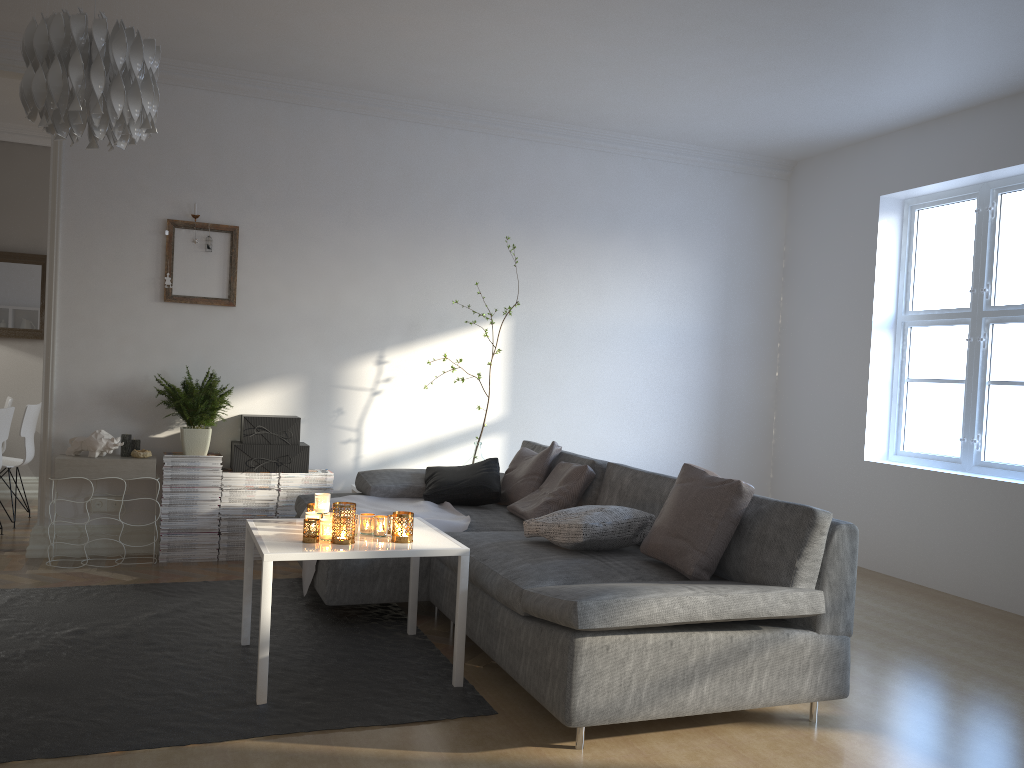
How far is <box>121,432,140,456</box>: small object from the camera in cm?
483

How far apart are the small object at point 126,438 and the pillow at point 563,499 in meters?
2.1 m

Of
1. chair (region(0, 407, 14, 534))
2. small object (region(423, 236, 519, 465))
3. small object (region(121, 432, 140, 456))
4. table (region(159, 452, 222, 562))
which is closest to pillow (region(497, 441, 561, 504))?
small object (region(423, 236, 519, 465))

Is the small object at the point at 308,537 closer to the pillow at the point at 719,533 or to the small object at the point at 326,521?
the small object at the point at 326,521

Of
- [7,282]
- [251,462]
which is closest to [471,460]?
[251,462]

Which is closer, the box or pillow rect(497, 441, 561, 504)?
pillow rect(497, 441, 561, 504)

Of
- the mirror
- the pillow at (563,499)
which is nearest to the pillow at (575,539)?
the pillow at (563,499)

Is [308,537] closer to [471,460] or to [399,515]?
→ [399,515]

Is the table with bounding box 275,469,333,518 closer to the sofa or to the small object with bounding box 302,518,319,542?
the sofa

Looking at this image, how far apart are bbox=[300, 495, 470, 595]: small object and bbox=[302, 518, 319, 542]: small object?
0.9 meters
